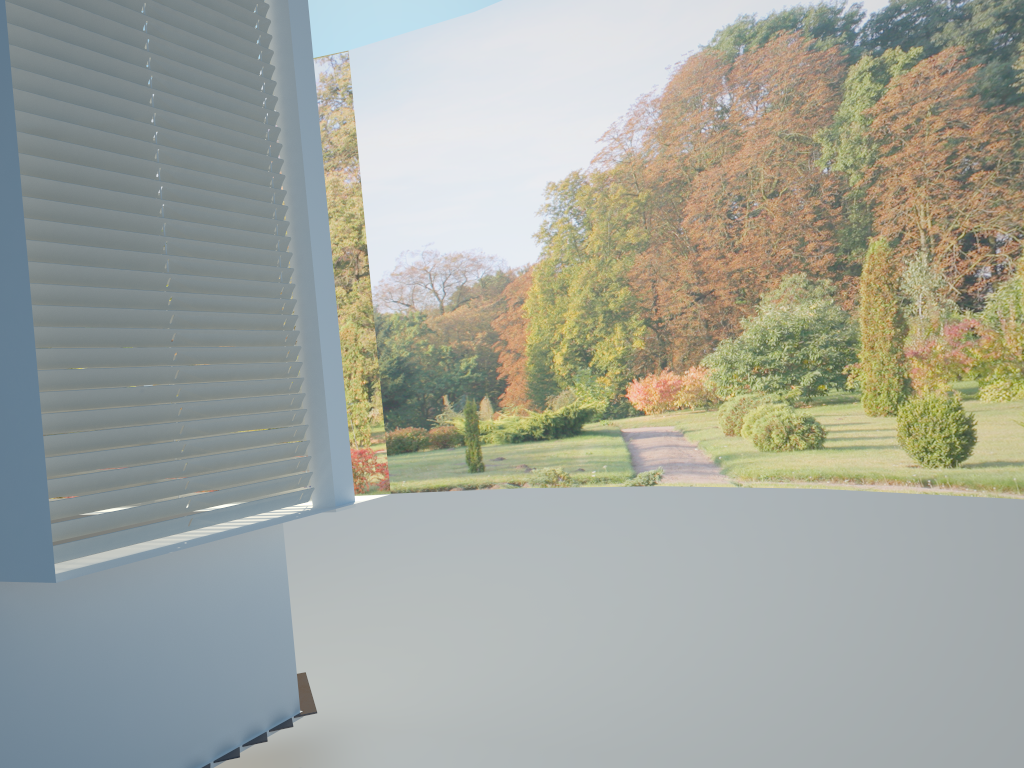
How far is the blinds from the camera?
2.5 meters

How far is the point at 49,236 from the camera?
2.5 meters

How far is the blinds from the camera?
2.5 meters
